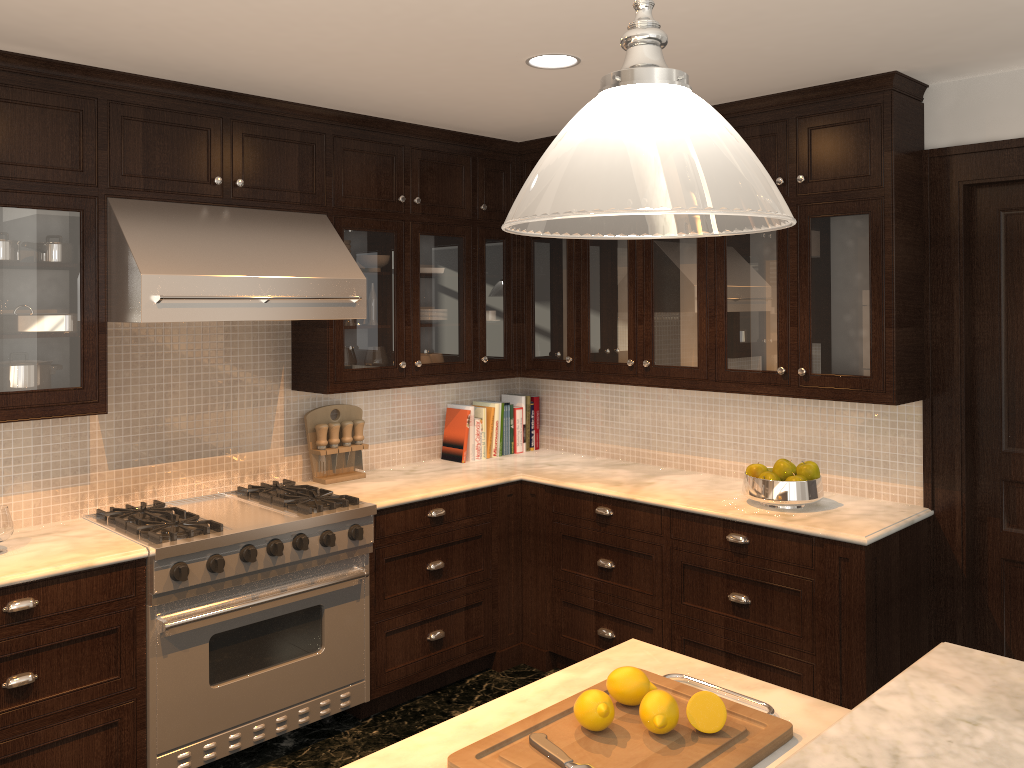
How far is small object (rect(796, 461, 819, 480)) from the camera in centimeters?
353cm

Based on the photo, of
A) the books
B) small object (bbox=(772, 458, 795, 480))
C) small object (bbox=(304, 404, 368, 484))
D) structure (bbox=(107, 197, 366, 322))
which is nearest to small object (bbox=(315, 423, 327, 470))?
small object (bbox=(304, 404, 368, 484))

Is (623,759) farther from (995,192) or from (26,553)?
(995,192)

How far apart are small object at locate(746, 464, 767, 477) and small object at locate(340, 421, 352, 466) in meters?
1.8 m

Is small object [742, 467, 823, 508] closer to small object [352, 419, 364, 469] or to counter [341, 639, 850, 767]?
counter [341, 639, 850, 767]

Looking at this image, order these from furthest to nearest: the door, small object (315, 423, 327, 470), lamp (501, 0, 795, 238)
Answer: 1. small object (315, 423, 327, 470)
2. the door
3. lamp (501, 0, 795, 238)

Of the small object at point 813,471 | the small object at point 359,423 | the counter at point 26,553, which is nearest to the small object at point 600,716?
the counter at point 26,553

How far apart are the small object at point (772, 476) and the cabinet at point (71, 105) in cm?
35

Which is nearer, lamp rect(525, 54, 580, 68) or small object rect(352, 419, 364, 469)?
lamp rect(525, 54, 580, 68)

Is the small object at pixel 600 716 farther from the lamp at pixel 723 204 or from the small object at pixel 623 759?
the lamp at pixel 723 204
